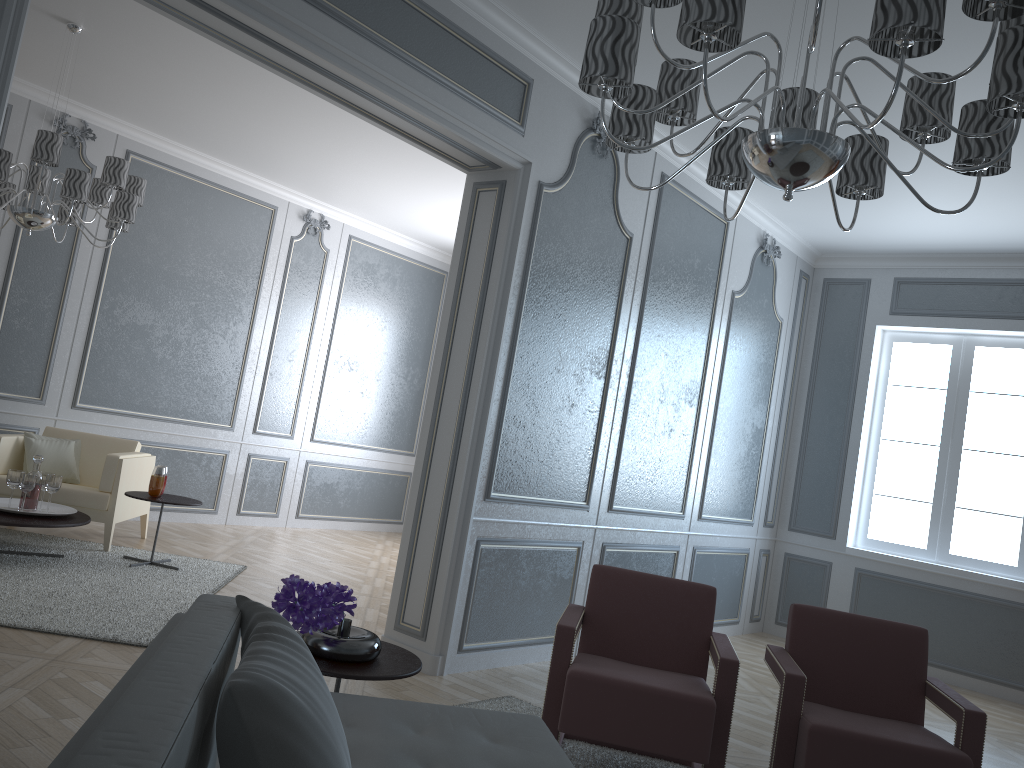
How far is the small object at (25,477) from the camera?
4.5m

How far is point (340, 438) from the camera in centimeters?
789cm

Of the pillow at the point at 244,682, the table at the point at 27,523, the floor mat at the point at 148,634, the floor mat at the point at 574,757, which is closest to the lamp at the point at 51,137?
the table at the point at 27,523

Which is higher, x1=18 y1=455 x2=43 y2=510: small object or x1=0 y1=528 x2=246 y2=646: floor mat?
x1=18 y1=455 x2=43 y2=510: small object

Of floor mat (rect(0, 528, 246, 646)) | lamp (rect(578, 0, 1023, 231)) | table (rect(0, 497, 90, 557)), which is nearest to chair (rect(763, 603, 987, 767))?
lamp (rect(578, 0, 1023, 231))

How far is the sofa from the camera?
0.80m

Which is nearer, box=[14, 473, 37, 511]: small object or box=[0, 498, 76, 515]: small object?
box=[14, 473, 37, 511]: small object

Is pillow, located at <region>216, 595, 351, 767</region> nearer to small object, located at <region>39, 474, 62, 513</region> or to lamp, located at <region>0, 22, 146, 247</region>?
lamp, located at <region>0, 22, 146, 247</region>

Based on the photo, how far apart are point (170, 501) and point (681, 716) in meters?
3.3

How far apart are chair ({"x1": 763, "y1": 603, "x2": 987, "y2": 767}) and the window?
3.0m
